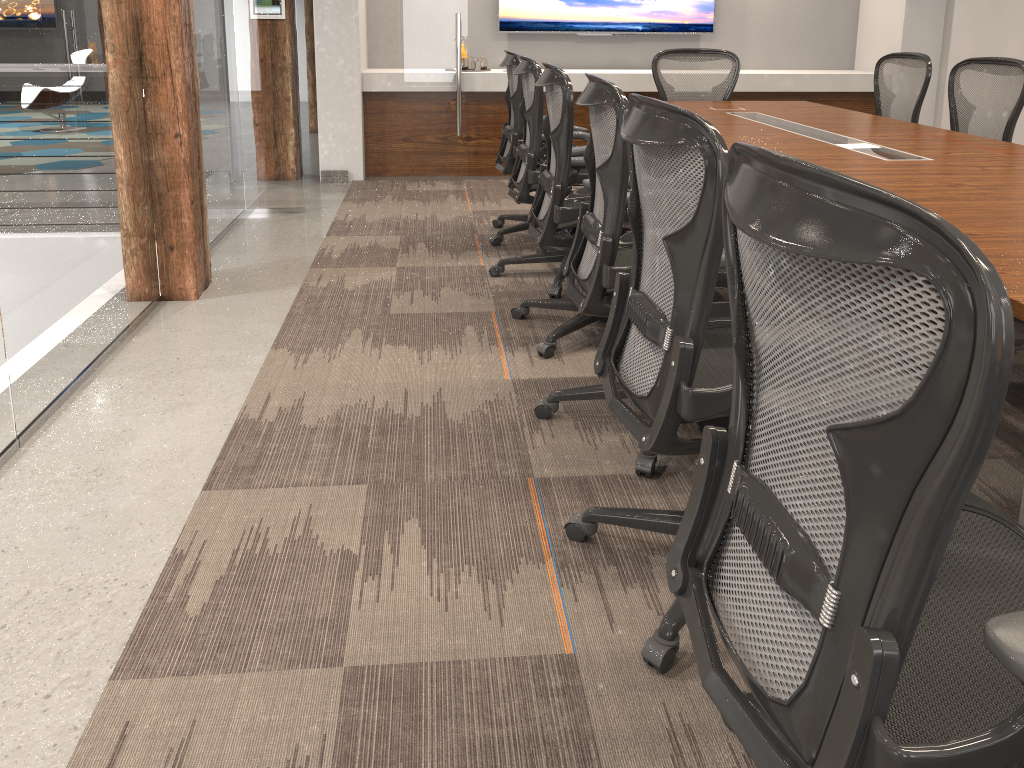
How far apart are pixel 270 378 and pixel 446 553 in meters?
1.3 m

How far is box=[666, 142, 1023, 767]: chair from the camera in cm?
76

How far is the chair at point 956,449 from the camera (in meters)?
0.76

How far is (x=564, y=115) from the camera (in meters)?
3.02

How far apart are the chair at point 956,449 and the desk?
0.3m

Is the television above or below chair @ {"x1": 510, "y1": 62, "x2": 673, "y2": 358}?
above

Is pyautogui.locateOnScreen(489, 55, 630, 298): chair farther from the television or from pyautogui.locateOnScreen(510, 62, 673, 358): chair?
the television

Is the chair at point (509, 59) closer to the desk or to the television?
the desk

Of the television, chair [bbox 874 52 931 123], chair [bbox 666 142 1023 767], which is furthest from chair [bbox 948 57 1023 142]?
chair [bbox 666 142 1023 767]

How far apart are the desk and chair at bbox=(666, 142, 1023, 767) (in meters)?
0.34
